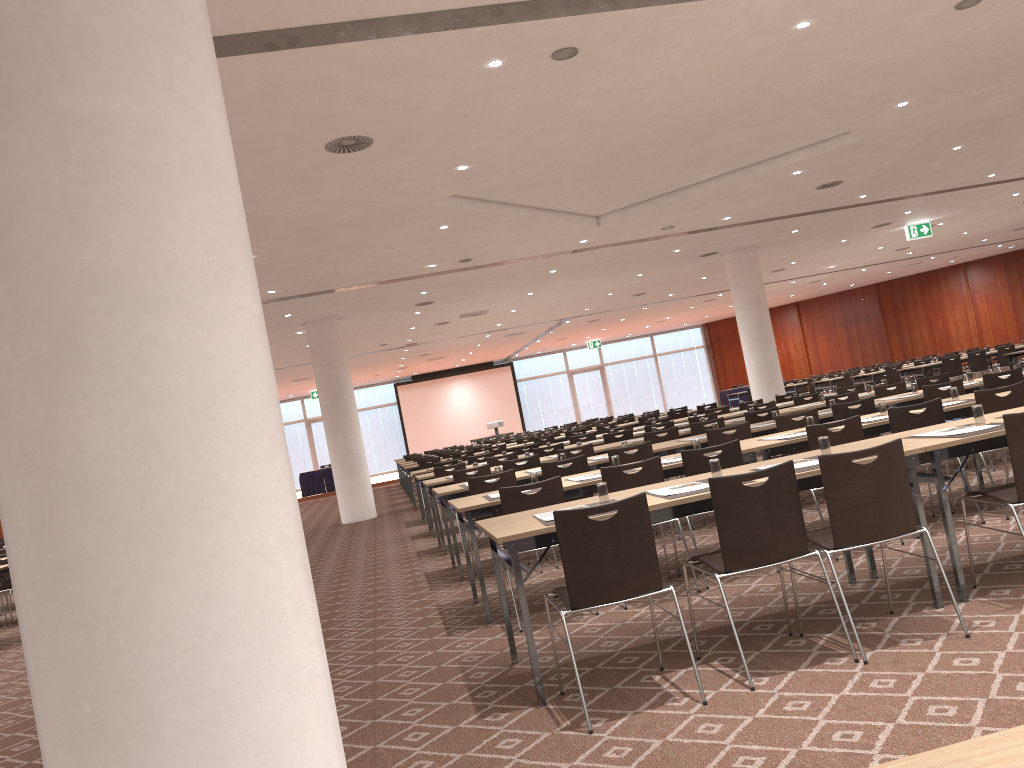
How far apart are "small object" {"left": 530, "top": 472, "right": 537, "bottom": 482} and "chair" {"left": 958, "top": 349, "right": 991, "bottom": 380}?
16.0m

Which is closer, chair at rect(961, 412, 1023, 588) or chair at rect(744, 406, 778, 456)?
chair at rect(961, 412, 1023, 588)

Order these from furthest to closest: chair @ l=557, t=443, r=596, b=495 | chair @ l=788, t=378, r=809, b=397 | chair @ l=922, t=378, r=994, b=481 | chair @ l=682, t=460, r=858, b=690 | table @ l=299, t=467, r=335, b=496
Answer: table @ l=299, t=467, r=335, b=496 → chair @ l=788, t=378, r=809, b=397 → chair @ l=557, t=443, r=596, b=495 → chair @ l=922, t=378, r=994, b=481 → chair @ l=682, t=460, r=858, b=690

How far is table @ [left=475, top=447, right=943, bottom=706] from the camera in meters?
4.2 m

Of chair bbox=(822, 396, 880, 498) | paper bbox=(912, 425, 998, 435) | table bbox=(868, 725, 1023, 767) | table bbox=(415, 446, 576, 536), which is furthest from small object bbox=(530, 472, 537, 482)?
table bbox=(415, 446, 576, 536)

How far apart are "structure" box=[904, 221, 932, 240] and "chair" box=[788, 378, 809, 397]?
8.0 meters

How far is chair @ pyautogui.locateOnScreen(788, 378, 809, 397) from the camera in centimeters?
2716cm

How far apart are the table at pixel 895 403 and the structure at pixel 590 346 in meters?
28.2 m

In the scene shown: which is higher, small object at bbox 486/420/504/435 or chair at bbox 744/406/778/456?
small object at bbox 486/420/504/435

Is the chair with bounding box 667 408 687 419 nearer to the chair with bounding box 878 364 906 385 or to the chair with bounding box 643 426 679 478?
the chair with bounding box 878 364 906 385
